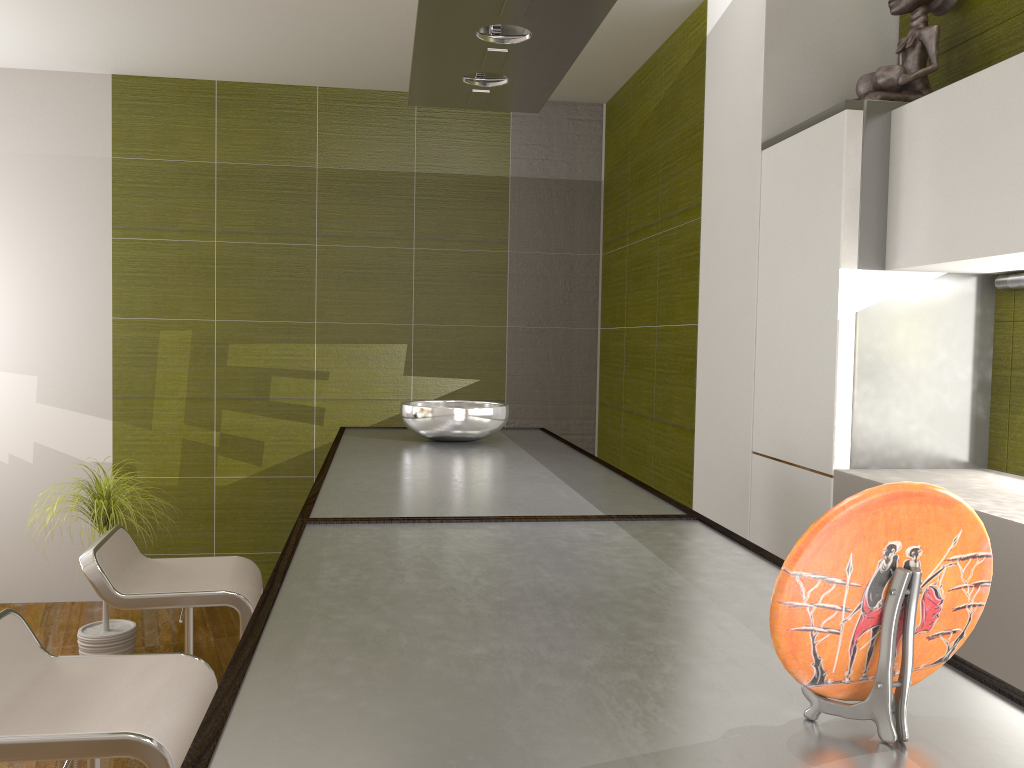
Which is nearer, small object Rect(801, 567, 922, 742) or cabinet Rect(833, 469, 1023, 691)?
small object Rect(801, 567, 922, 742)

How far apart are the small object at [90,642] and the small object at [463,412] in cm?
155

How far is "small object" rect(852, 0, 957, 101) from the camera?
2.5 meters

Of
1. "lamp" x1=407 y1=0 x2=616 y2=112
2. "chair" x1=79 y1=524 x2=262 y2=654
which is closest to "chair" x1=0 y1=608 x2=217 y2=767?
"chair" x1=79 y1=524 x2=262 y2=654

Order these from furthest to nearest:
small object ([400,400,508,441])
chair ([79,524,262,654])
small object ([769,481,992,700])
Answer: small object ([400,400,508,441])
chair ([79,524,262,654])
small object ([769,481,992,700])

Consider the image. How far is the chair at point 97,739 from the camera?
1.5m

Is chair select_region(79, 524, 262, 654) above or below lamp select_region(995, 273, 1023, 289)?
below

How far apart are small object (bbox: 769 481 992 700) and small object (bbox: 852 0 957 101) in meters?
2.2

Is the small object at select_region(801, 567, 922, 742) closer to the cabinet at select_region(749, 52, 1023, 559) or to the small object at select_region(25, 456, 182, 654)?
the cabinet at select_region(749, 52, 1023, 559)

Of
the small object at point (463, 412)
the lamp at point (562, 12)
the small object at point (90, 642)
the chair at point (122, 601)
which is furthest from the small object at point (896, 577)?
the small object at point (90, 642)
